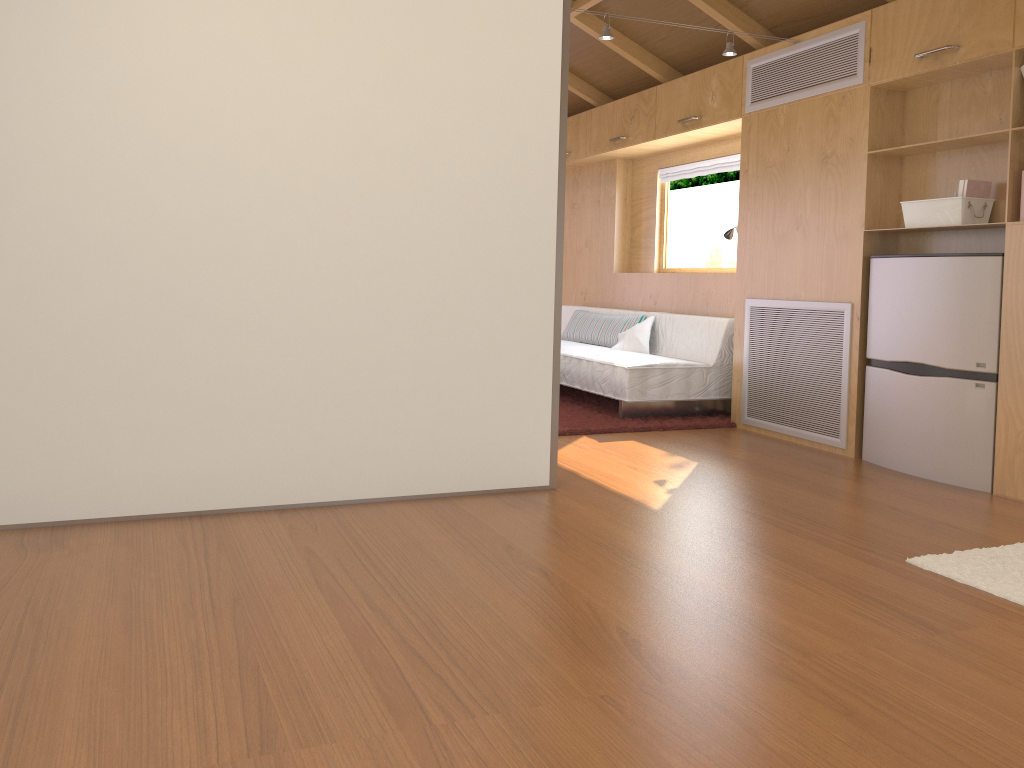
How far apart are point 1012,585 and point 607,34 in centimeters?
290cm

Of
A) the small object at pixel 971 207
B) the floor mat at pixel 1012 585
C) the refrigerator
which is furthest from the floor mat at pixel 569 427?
the floor mat at pixel 1012 585

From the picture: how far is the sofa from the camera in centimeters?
519cm

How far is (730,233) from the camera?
A: 5.37m

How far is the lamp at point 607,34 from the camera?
4.13m

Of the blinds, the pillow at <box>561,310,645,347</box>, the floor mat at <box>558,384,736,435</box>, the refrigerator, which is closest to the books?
the refrigerator

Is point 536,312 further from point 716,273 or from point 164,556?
point 716,273

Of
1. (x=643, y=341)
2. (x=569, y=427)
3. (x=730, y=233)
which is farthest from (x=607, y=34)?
(x=643, y=341)

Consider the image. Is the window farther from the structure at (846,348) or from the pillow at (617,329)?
the structure at (846,348)

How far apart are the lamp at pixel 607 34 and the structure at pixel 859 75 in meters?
0.4 m
